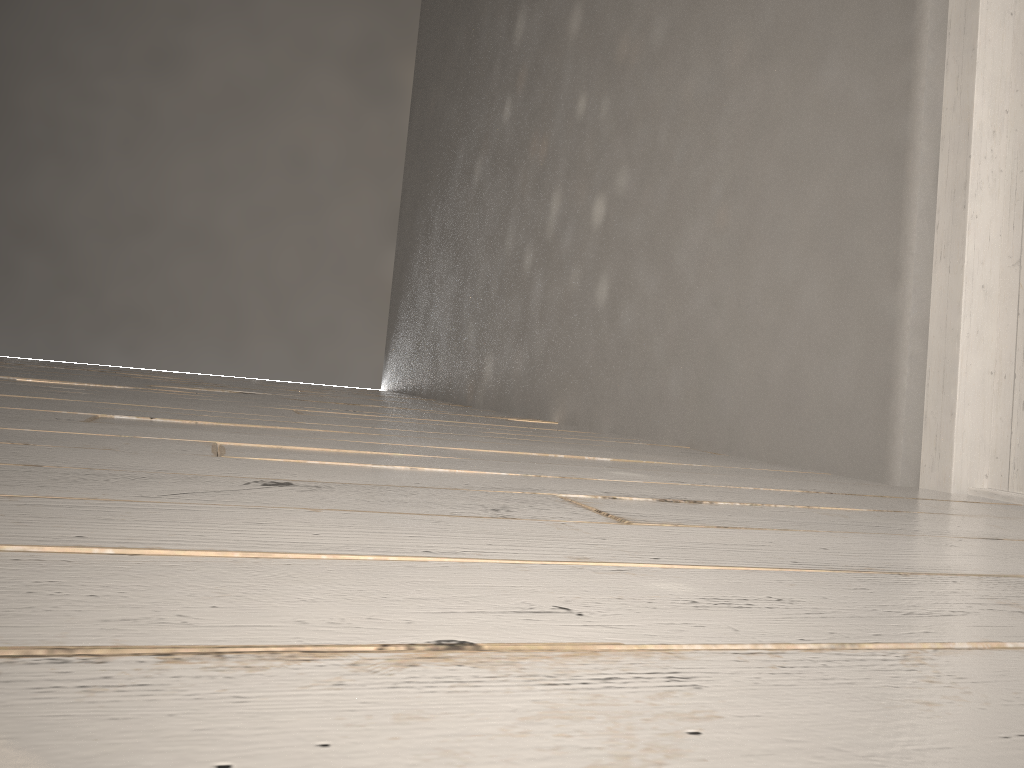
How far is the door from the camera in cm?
134

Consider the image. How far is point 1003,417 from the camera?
1.3 meters

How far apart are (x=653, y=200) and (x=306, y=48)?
3.9m

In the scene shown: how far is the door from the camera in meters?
1.3 m
